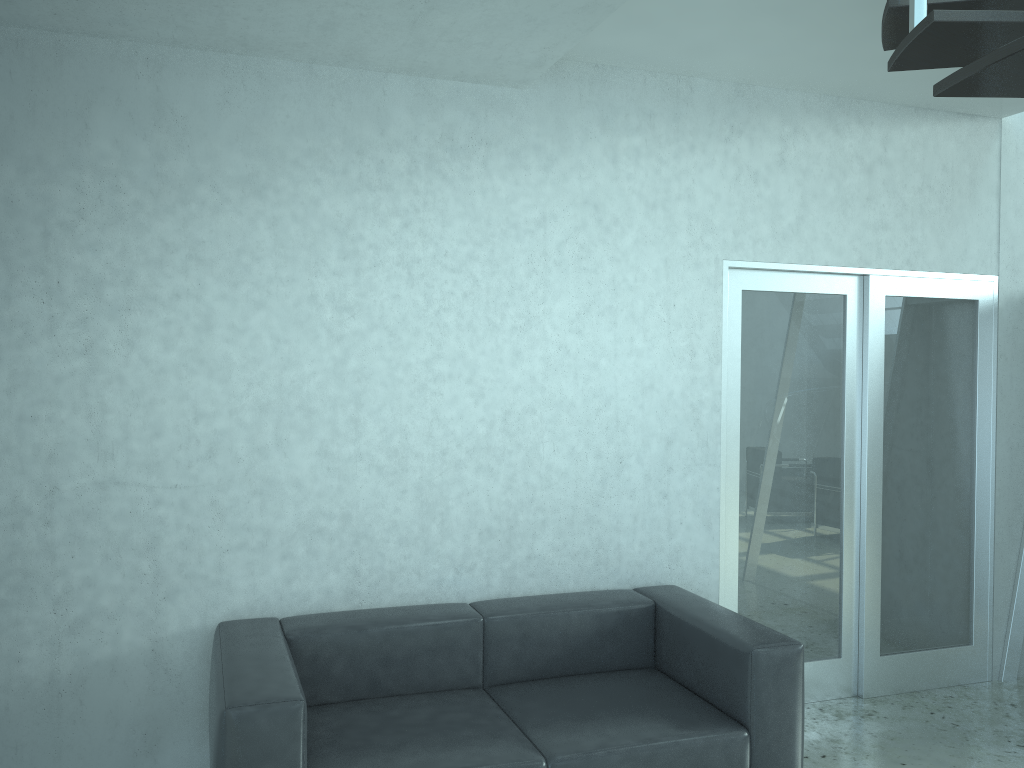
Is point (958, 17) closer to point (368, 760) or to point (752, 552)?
point (368, 760)

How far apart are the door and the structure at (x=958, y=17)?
0.9 meters

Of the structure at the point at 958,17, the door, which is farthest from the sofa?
the structure at the point at 958,17

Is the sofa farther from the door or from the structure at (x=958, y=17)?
the structure at (x=958, y=17)

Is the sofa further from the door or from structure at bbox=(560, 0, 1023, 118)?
structure at bbox=(560, 0, 1023, 118)

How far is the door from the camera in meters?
4.2

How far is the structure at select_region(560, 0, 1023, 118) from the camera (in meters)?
1.84

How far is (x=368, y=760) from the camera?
2.8 meters

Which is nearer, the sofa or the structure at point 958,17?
the structure at point 958,17

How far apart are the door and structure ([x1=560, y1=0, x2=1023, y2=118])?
0.87m
